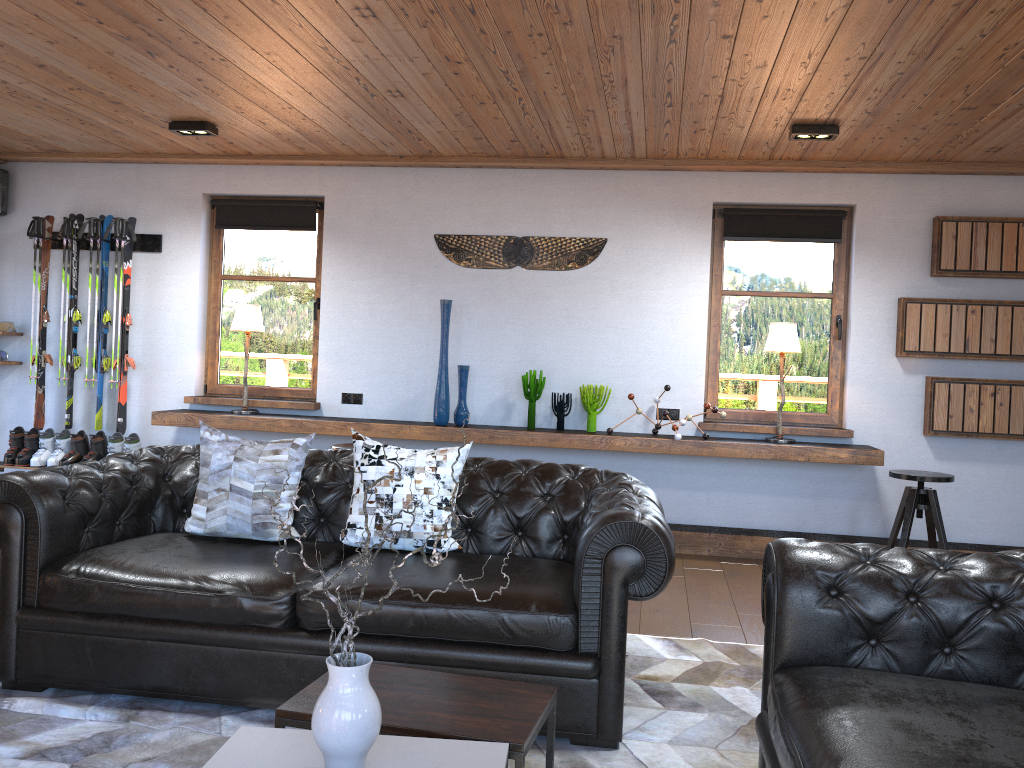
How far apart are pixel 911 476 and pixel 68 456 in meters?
5.7 m

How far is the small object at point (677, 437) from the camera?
5.6m

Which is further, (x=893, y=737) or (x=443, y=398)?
(x=443, y=398)

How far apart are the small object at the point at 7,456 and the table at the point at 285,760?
5.4m

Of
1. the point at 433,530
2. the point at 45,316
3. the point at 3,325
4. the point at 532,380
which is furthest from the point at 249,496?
the point at 3,325

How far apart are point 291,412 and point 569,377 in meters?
2.1

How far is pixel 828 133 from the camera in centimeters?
495cm

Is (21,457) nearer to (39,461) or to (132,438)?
(39,461)

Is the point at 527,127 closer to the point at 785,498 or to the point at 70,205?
the point at 785,498

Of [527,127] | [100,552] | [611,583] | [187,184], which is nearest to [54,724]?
[100,552]
